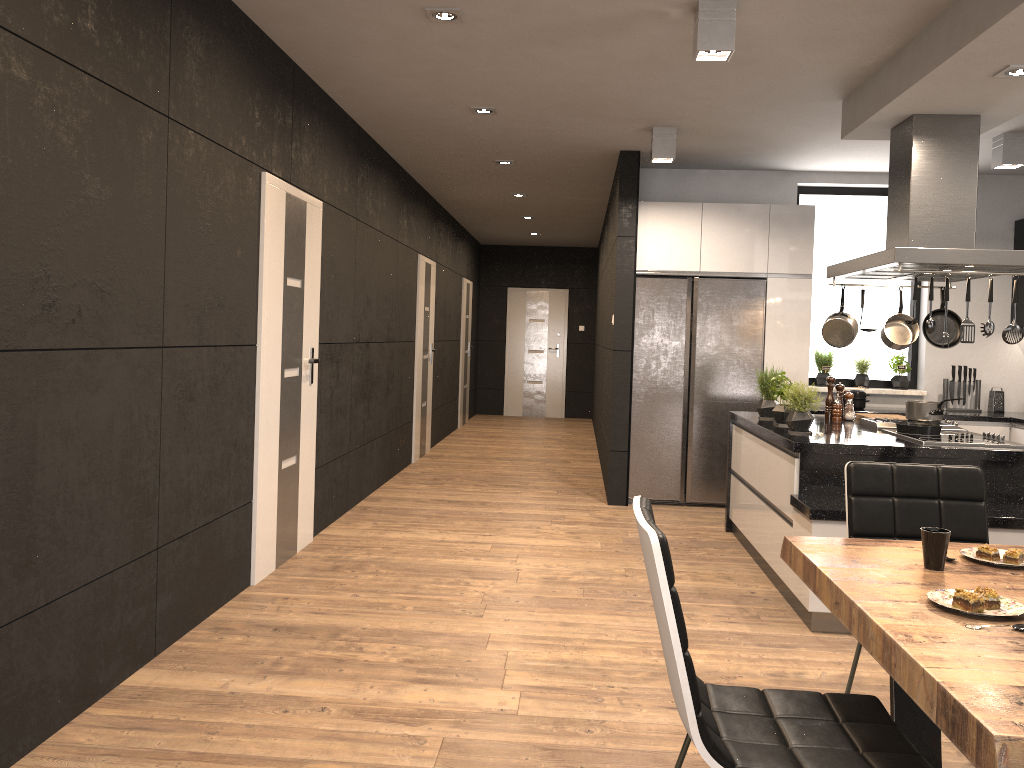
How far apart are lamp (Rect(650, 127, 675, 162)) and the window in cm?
193

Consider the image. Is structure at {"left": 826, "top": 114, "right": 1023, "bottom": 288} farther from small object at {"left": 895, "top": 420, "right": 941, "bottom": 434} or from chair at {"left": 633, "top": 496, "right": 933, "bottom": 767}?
chair at {"left": 633, "top": 496, "right": 933, "bottom": 767}

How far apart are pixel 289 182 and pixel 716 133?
2.99m

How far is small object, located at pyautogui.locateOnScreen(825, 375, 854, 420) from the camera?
5.59m

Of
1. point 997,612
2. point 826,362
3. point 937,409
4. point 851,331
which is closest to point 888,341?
point 851,331

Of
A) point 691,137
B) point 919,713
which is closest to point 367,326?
point 691,137

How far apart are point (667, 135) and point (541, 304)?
8.2m

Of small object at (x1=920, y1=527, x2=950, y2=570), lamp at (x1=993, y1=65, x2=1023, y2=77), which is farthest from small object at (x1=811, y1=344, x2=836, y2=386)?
small object at (x1=920, y1=527, x2=950, y2=570)

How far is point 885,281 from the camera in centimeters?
752cm

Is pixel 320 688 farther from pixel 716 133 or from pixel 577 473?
pixel 577 473
